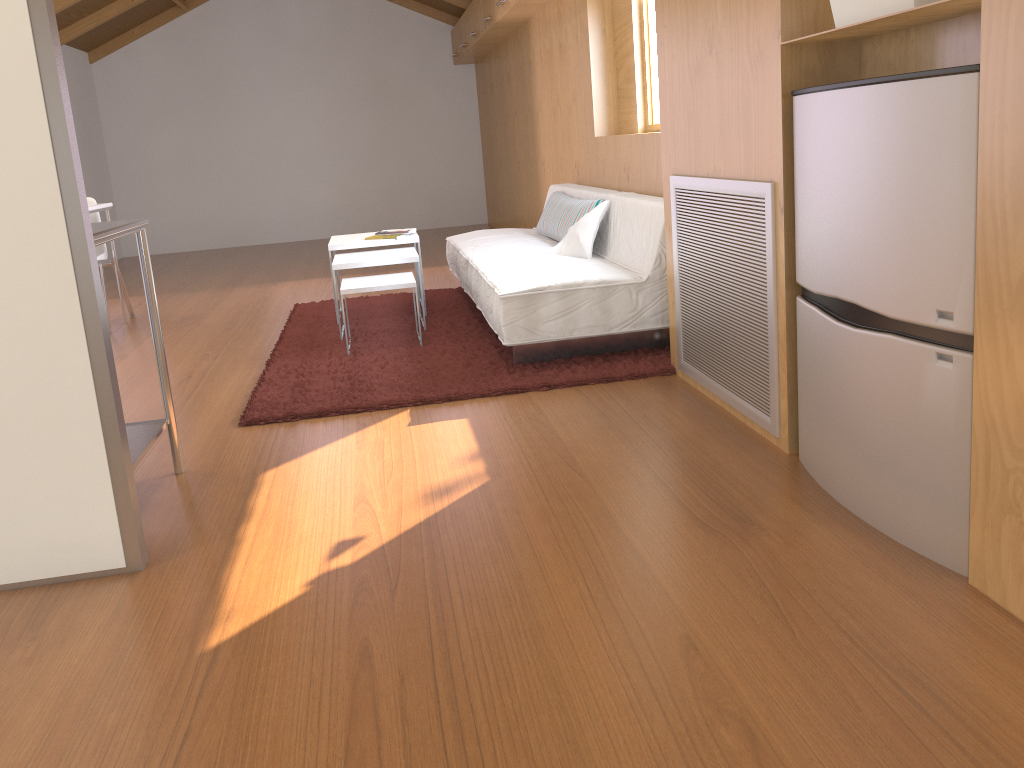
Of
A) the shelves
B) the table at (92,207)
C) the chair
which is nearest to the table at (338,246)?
the table at (92,207)

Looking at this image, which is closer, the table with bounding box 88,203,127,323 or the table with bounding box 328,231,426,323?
the table with bounding box 328,231,426,323

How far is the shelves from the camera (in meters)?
2.48

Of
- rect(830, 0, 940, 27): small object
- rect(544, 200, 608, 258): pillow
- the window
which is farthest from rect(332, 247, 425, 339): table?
rect(830, 0, 940, 27): small object

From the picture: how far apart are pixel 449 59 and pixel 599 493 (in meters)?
8.33

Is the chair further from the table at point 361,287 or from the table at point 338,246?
the table at point 361,287

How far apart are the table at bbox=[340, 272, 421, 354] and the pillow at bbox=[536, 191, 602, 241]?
0.8m

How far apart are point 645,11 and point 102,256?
3.4m

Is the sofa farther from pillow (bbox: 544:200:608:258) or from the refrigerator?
the refrigerator

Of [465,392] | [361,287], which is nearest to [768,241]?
[465,392]
